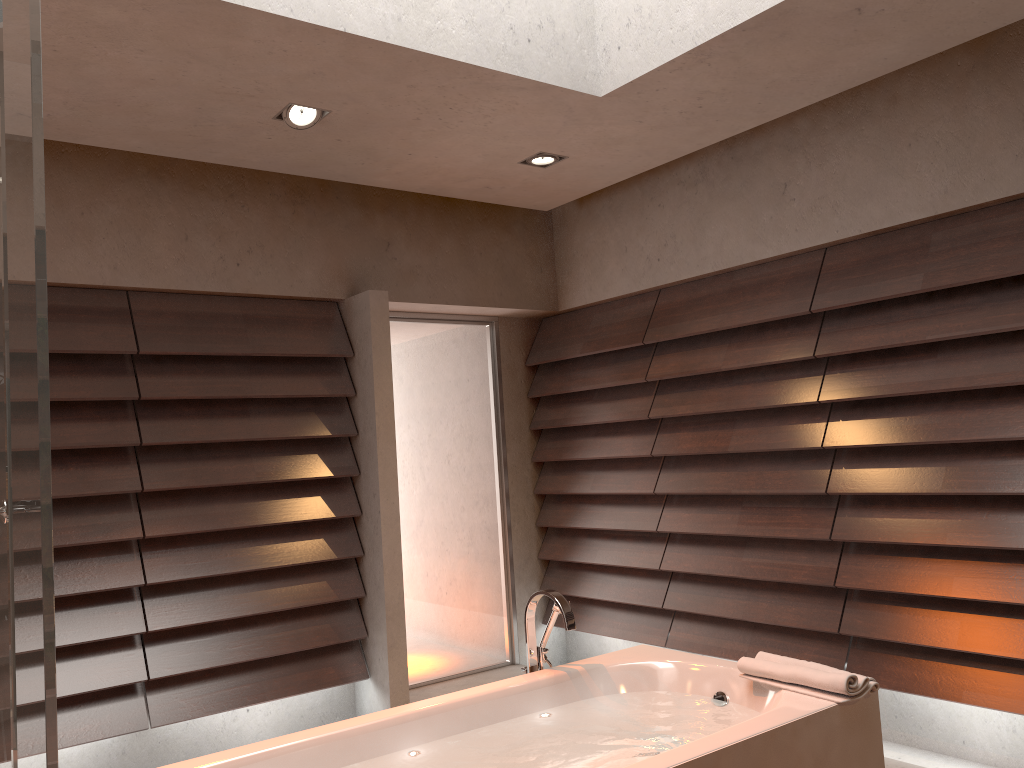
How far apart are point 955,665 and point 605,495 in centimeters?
198cm

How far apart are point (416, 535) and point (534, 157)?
2.10m

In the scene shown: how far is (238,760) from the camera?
2.19m

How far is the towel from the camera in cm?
233

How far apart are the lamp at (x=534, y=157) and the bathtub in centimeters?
200cm

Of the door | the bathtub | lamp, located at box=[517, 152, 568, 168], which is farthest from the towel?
the door

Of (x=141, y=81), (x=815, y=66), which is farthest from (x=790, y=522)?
(x=141, y=81)

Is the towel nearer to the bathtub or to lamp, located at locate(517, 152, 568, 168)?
the bathtub

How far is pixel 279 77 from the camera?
3.0m

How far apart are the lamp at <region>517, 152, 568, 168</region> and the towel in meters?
2.3
